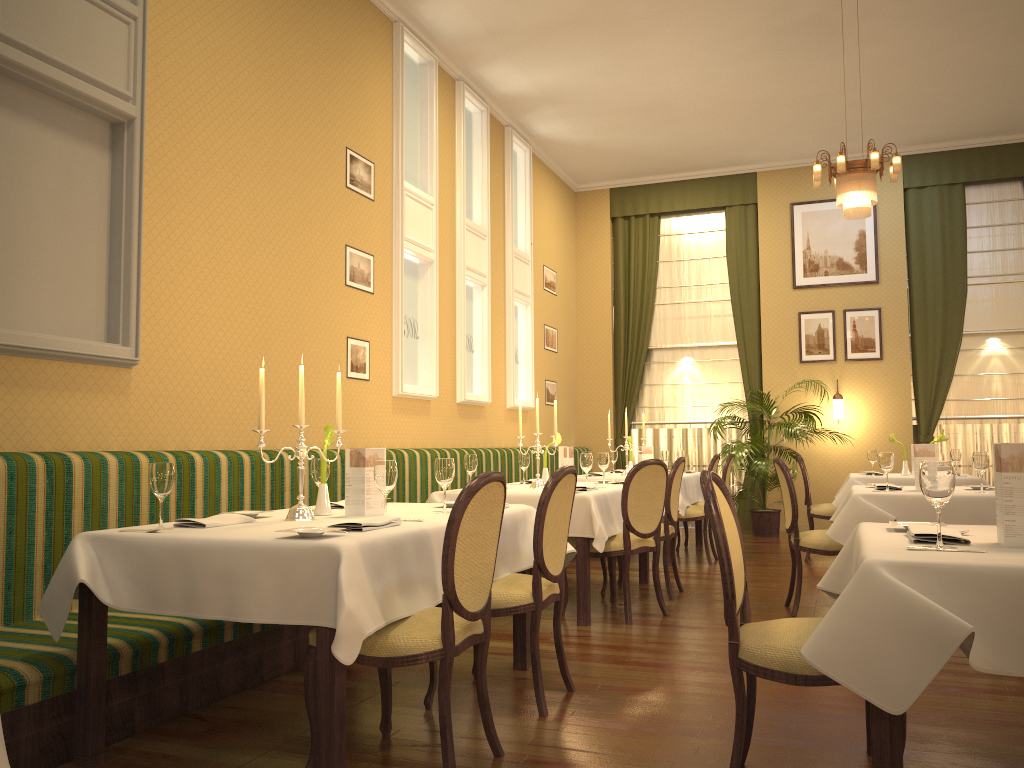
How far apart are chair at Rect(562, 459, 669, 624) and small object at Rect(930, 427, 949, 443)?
1.6m

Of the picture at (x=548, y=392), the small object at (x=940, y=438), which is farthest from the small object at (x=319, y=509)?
the picture at (x=548, y=392)

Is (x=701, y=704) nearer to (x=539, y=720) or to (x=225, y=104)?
(x=539, y=720)

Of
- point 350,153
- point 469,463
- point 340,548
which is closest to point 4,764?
point 340,548

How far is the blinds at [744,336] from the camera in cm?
1093

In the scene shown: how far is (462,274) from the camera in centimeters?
804cm

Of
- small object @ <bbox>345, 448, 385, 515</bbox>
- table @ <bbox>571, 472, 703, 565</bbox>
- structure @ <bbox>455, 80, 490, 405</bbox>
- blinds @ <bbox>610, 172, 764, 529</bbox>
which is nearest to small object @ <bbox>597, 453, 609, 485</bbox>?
table @ <bbox>571, 472, 703, 565</bbox>

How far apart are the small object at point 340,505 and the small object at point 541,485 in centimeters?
194cm

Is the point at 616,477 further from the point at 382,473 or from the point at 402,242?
the point at 382,473

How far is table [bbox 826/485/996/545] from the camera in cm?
471
